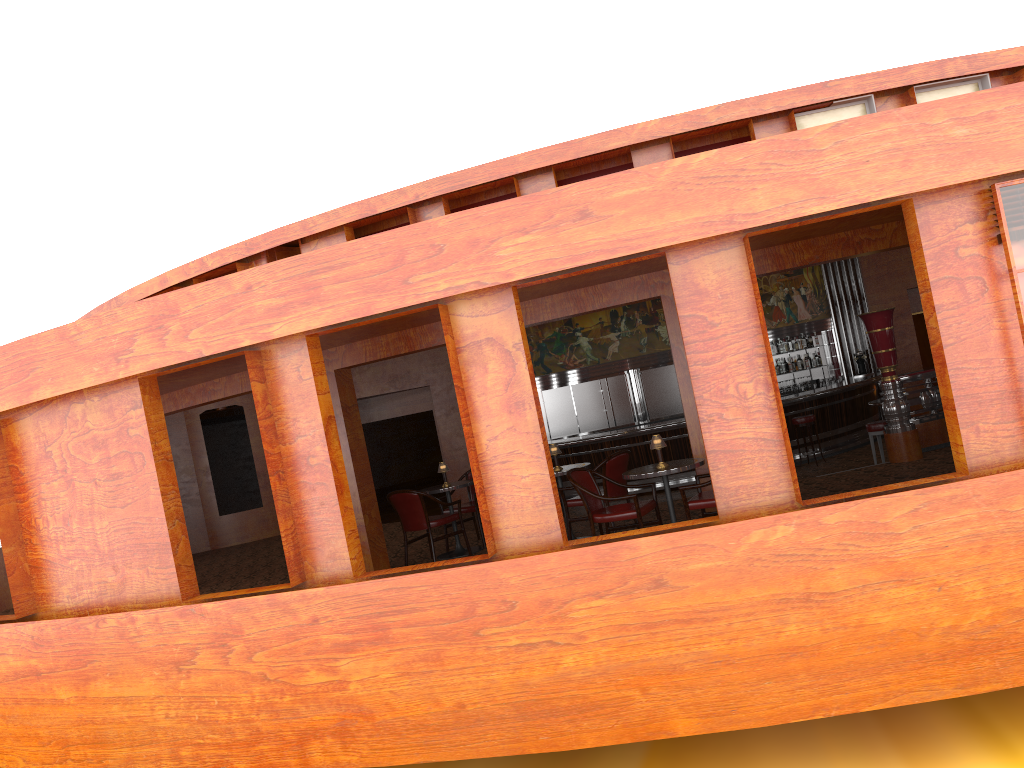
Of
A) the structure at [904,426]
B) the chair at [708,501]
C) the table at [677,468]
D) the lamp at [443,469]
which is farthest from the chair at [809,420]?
the table at [677,468]

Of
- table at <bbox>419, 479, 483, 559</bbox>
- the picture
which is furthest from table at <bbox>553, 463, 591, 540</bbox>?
the picture

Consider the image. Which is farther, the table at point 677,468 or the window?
the window

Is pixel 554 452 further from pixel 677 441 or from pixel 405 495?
pixel 677 441

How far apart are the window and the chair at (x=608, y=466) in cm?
316

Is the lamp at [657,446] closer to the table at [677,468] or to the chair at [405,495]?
the table at [677,468]

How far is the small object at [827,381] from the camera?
16.47m

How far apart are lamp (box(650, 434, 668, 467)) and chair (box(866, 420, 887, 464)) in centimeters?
469cm

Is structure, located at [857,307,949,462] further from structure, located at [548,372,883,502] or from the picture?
the picture

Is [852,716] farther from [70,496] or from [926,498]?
[70,496]
